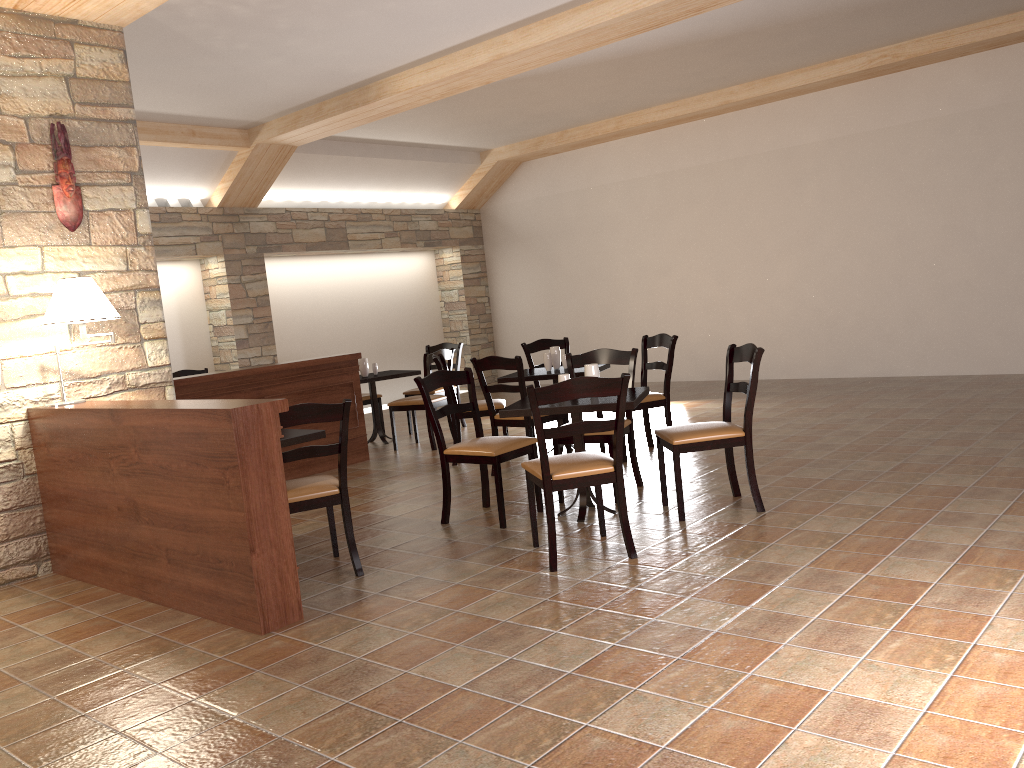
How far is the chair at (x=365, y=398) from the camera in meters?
8.6 m

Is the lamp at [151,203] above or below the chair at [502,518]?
above

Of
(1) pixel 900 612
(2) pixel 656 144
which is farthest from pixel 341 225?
(1) pixel 900 612

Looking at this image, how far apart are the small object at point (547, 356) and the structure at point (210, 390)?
1.7 meters

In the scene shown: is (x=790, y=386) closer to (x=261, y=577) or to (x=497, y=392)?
(x=497, y=392)

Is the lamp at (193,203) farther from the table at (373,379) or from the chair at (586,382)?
the chair at (586,382)

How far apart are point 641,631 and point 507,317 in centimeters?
963cm

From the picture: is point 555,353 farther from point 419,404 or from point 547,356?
point 419,404

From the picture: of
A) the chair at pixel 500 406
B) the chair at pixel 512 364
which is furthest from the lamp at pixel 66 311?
the chair at pixel 500 406

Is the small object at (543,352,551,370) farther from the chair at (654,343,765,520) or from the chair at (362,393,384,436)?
the chair at (362,393,384,436)
